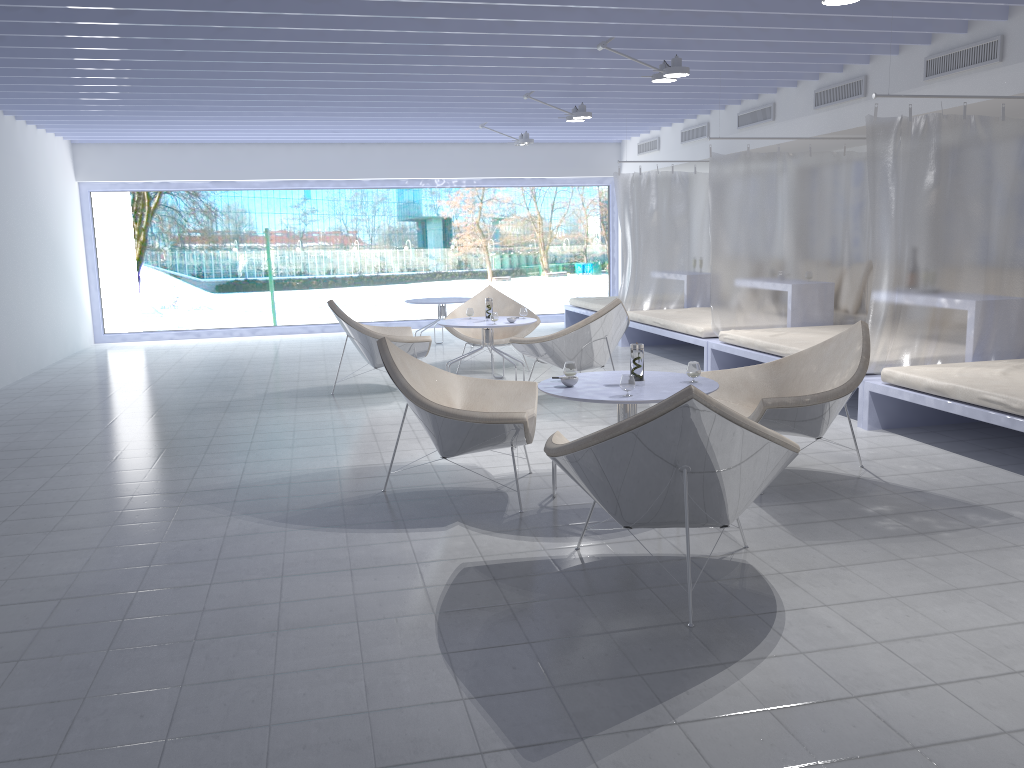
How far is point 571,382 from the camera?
4.0m

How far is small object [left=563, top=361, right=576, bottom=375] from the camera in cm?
416

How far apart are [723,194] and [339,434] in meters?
3.8

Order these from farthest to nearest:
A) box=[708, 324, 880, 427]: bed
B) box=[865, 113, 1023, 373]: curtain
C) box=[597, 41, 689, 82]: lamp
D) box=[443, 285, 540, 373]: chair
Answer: box=[443, 285, 540, 373]: chair < box=[708, 324, 880, 427]: bed < box=[597, 41, 689, 82]: lamp < box=[865, 113, 1023, 373]: curtain

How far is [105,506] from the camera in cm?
420

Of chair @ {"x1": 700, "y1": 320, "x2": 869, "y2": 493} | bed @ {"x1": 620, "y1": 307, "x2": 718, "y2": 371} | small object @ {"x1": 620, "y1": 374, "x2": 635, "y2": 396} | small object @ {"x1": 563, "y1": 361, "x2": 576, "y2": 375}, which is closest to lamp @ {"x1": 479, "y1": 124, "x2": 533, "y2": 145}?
bed @ {"x1": 620, "y1": 307, "x2": 718, "y2": 371}

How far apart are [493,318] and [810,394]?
3.4m

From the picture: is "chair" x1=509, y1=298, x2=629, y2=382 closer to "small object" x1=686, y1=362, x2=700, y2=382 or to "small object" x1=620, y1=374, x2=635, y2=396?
"small object" x1=686, y1=362, x2=700, y2=382

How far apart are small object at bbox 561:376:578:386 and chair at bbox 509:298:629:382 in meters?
2.4 m

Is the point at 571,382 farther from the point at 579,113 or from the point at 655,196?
the point at 655,196
